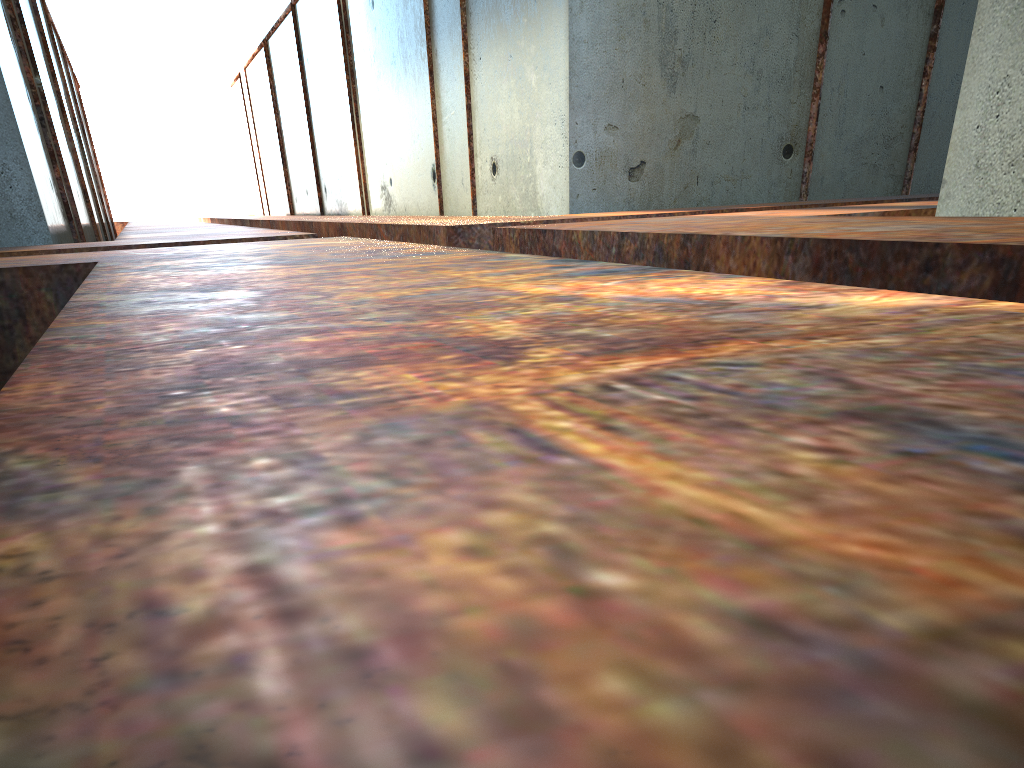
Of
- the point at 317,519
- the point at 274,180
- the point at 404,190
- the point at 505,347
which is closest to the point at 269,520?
A: the point at 317,519
